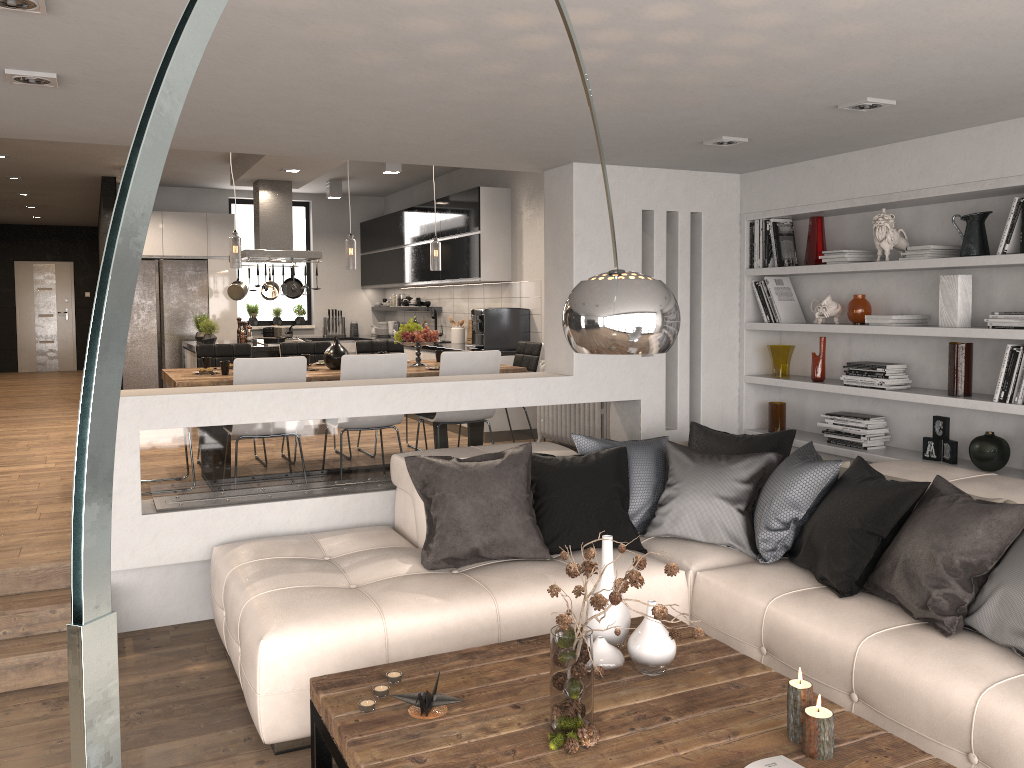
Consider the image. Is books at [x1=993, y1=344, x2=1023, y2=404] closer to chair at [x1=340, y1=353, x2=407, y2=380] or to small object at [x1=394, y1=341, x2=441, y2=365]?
chair at [x1=340, y1=353, x2=407, y2=380]

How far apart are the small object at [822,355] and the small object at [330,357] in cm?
323

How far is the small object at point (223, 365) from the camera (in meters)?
5.99

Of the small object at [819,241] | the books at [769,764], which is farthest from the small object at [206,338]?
the books at [769,764]

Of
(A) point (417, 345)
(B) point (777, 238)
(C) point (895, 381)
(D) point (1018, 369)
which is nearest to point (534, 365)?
(A) point (417, 345)

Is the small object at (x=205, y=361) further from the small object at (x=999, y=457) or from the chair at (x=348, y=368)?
the small object at (x=999, y=457)

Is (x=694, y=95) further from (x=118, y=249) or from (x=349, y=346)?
(x=349, y=346)

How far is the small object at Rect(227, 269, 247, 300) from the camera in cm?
957

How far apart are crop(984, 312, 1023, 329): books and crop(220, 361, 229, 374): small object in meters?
4.6 m

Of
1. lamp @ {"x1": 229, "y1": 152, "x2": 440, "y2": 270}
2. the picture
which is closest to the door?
lamp @ {"x1": 229, "y1": 152, "x2": 440, "y2": 270}
